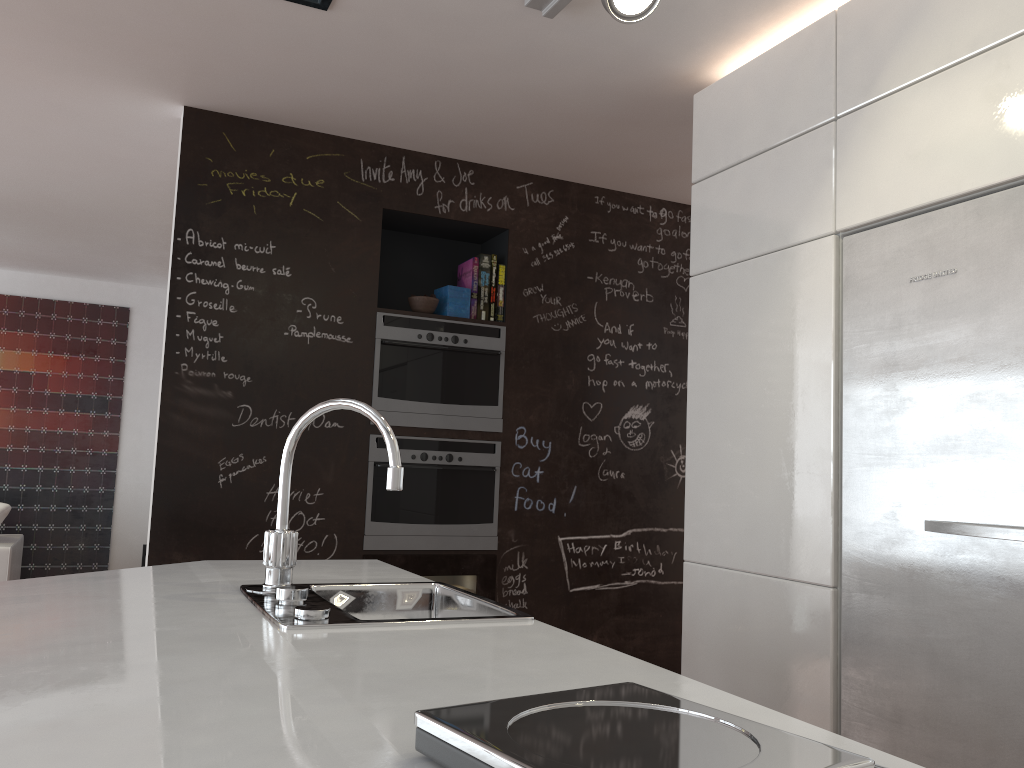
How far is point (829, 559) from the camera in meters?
2.3 m

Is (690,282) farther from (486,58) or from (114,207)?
(114,207)

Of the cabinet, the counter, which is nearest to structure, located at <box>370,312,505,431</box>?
the cabinet

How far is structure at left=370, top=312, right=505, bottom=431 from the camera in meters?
3.6 m

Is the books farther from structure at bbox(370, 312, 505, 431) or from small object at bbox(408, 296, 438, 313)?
small object at bbox(408, 296, 438, 313)

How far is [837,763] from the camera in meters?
0.7 m

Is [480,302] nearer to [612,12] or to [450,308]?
[450,308]

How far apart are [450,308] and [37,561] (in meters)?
4.56

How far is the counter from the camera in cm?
86

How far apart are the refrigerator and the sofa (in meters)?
4.88
